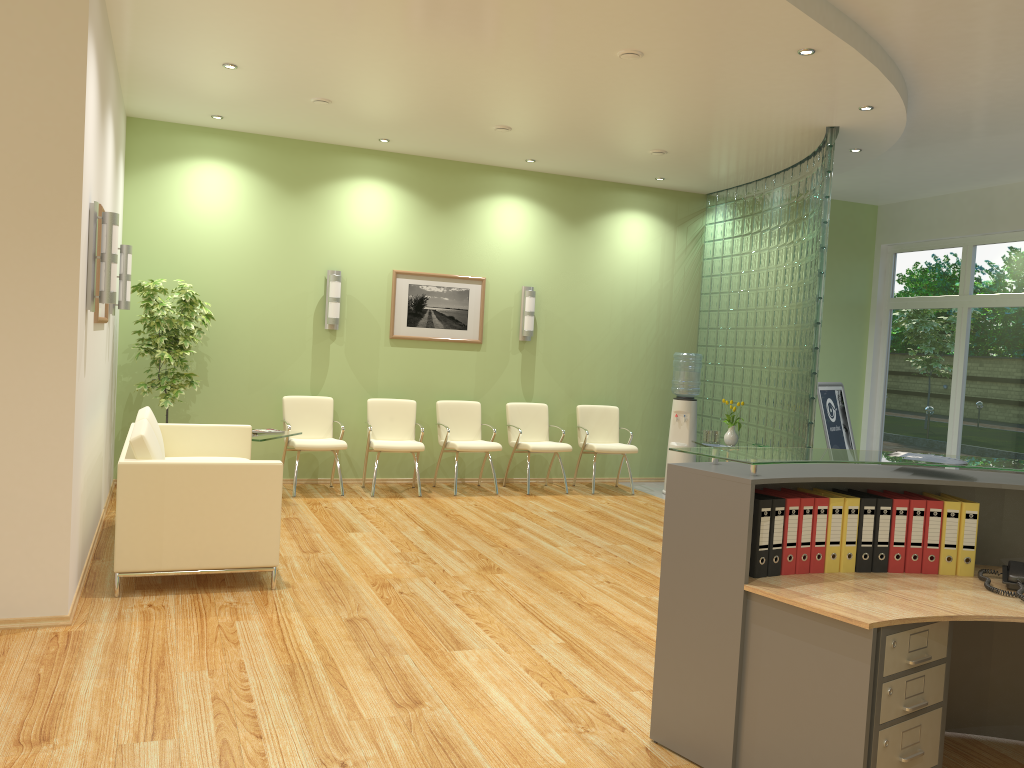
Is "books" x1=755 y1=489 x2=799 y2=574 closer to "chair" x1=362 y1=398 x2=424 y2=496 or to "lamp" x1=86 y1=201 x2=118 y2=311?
"lamp" x1=86 y1=201 x2=118 y2=311

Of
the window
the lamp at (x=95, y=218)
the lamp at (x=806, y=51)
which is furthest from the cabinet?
the window

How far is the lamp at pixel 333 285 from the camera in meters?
8.6 m

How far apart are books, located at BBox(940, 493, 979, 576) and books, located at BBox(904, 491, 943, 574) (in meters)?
0.09

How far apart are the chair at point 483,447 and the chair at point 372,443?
0.3m

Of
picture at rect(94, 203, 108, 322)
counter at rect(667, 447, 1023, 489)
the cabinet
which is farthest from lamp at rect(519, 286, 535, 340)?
the cabinet

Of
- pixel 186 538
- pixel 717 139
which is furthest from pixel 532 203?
pixel 186 538

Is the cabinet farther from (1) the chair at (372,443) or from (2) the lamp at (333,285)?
(2) the lamp at (333,285)

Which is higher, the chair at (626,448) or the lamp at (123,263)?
the lamp at (123,263)

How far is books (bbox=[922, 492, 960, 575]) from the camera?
3.37m
